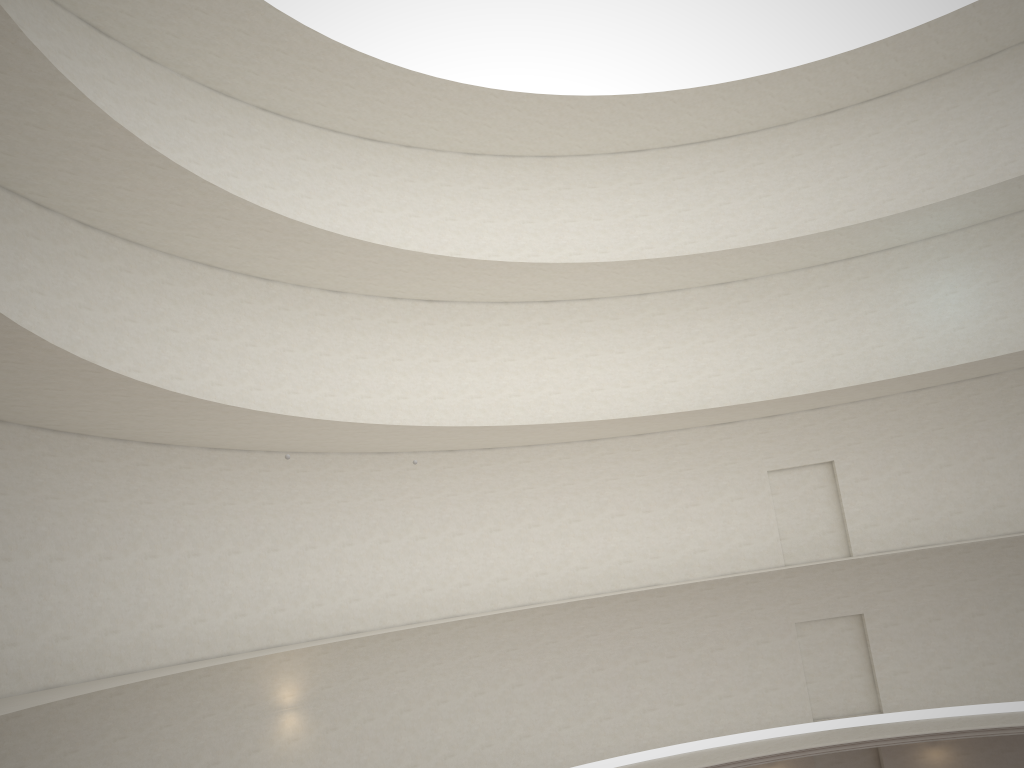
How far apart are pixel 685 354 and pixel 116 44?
16.2 meters

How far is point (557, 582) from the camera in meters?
23.0 m
